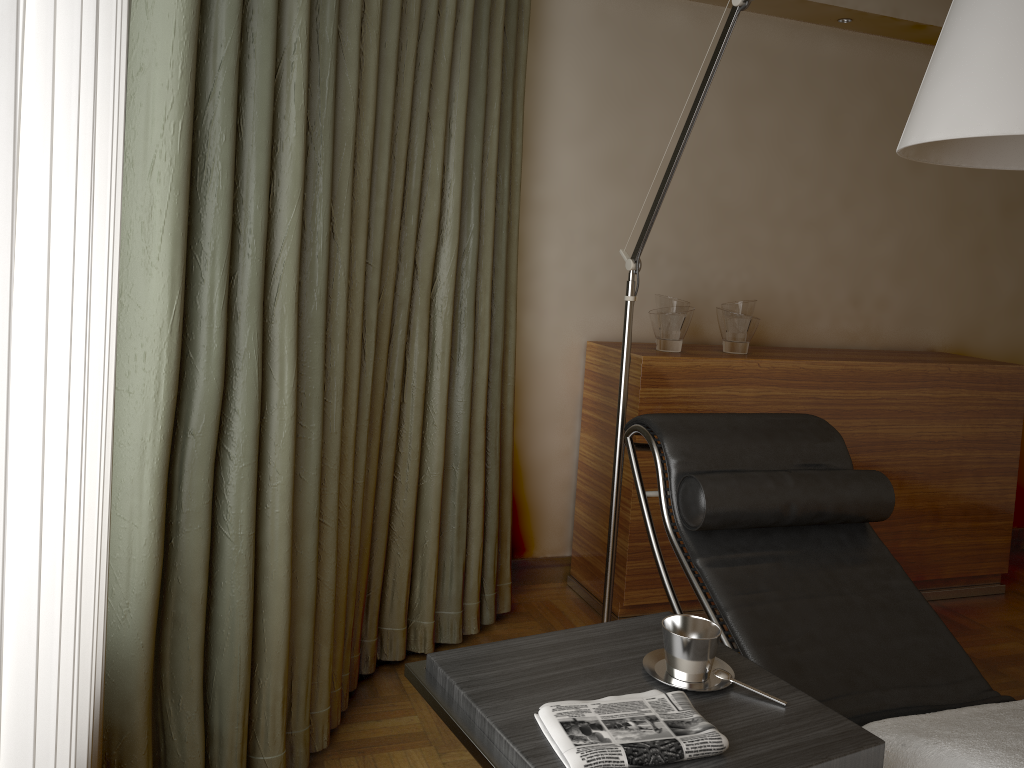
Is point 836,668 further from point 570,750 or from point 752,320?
point 752,320

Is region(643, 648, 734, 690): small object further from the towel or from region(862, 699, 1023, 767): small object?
region(862, 699, 1023, 767): small object

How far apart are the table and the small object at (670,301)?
1.4m

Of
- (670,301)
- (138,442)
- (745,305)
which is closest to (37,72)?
(138,442)

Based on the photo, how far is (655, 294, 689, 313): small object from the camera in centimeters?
294cm

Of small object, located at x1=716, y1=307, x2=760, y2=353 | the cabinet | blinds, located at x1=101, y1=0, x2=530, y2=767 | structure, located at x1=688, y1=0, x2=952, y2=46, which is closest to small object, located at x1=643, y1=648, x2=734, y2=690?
blinds, located at x1=101, y1=0, x2=530, y2=767

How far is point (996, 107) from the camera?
1.3 meters

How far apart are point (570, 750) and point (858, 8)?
2.9m

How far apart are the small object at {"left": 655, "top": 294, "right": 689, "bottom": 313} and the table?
1.42m

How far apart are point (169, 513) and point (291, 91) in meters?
0.8
